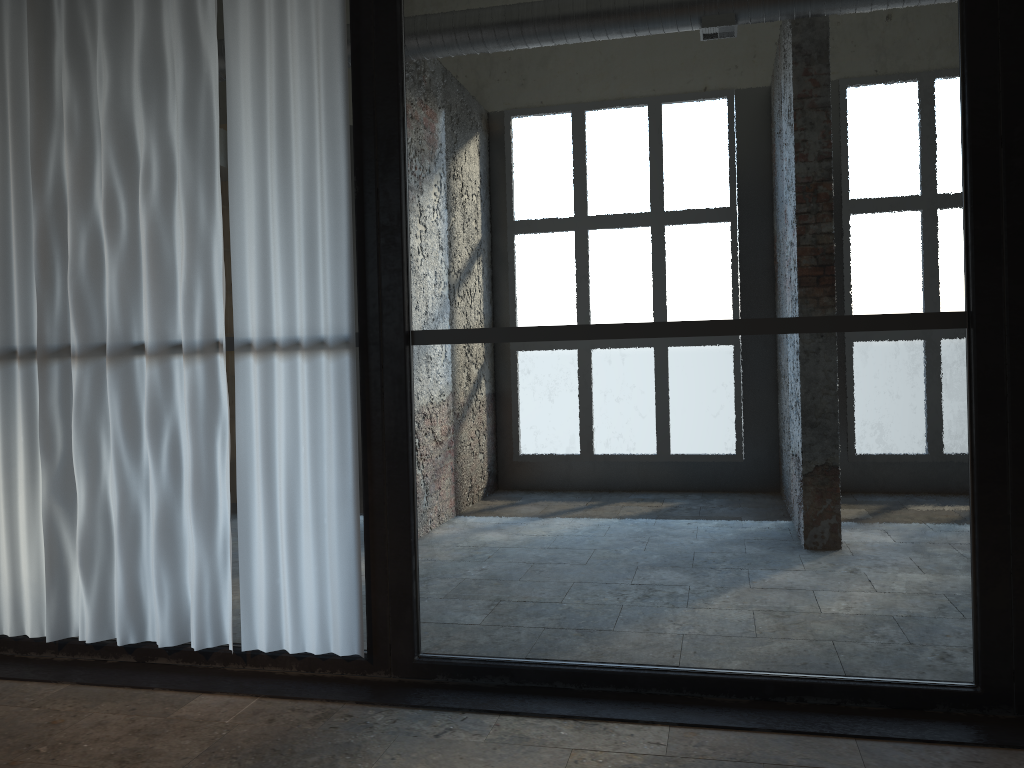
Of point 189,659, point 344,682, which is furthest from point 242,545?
point 344,682

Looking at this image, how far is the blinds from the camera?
3.6m

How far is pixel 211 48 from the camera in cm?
368

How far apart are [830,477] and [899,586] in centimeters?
175cm

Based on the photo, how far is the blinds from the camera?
3.55m
